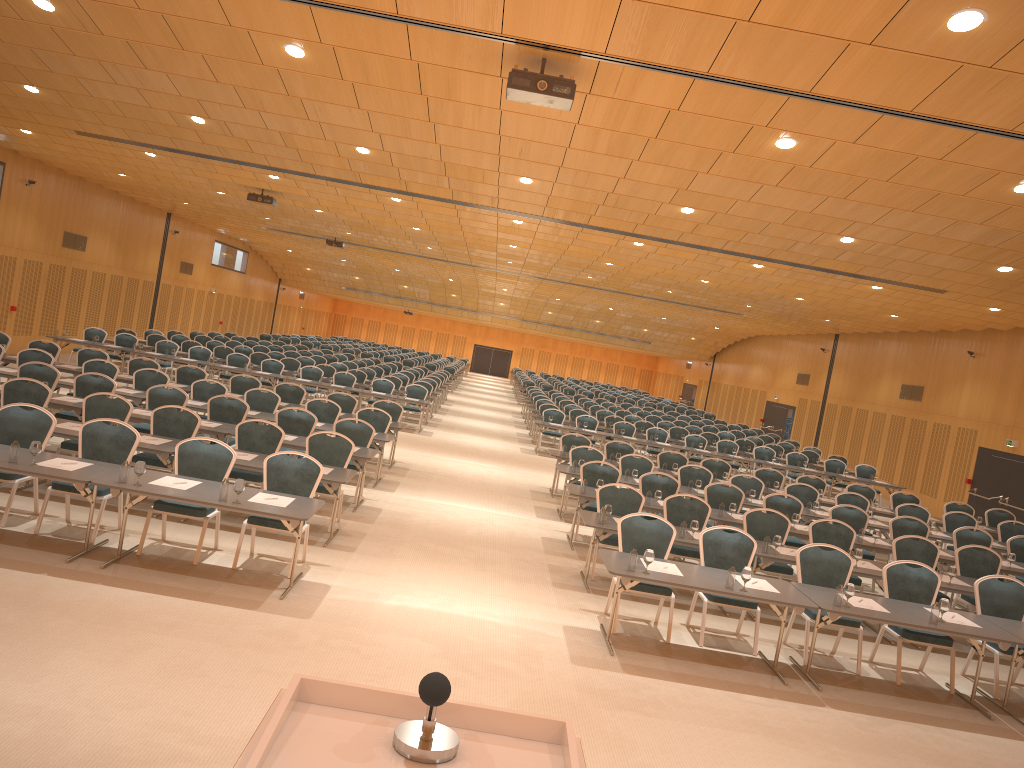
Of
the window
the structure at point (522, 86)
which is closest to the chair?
the window

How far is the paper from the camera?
8.1 meters

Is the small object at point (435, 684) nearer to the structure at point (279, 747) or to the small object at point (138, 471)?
the structure at point (279, 747)

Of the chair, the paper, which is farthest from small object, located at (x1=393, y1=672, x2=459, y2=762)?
the chair

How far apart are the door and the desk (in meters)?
3.06

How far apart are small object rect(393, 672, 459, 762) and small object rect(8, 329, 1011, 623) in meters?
Answer: 5.9 m

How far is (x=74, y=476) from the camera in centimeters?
769cm

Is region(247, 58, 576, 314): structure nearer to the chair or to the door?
the chair

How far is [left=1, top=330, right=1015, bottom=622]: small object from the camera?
7.7 meters

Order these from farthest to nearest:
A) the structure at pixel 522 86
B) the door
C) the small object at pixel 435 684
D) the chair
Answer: the door < the chair < the structure at pixel 522 86 < the small object at pixel 435 684
